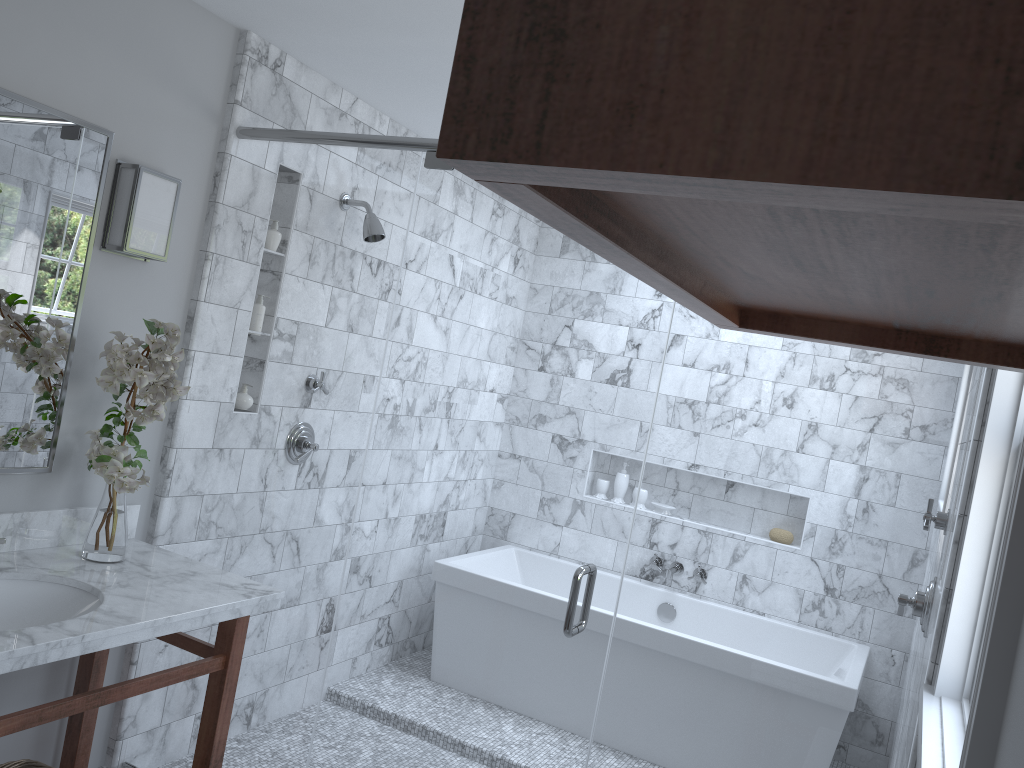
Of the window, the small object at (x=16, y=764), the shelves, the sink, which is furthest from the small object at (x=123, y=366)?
the window

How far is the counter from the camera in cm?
195

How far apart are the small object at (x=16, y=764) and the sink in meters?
0.4

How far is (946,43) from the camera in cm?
33

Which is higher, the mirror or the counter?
the mirror

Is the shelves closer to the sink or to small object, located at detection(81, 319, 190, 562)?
small object, located at detection(81, 319, 190, 562)

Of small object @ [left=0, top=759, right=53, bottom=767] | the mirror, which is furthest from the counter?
small object @ [left=0, top=759, right=53, bottom=767]

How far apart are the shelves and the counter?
1.6m

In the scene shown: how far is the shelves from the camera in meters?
0.3 m

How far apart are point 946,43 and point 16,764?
2.7 meters
